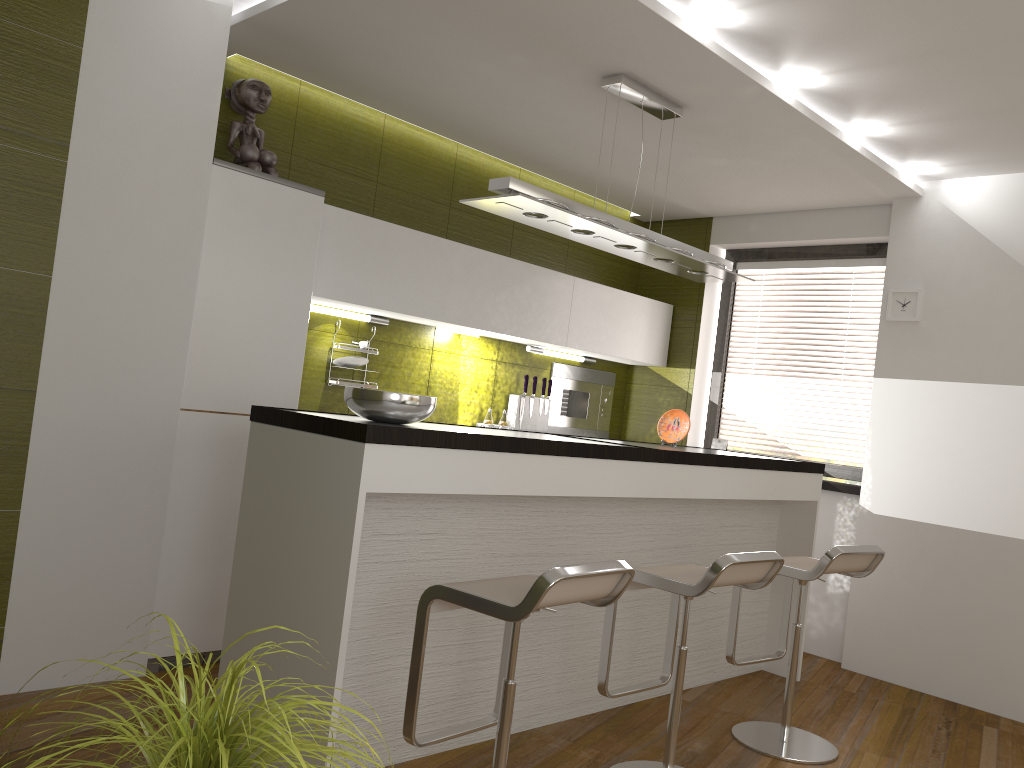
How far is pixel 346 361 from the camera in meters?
4.5 m

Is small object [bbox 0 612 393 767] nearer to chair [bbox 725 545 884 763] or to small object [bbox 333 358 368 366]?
chair [bbox 725 545 884 763]

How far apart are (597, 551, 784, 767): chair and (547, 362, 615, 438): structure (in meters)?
2.56

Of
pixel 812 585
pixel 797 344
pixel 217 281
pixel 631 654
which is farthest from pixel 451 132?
pixel 812 585

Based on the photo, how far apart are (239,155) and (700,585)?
2.7m

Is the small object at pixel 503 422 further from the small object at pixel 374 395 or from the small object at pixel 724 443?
the small object at pixel 374 395

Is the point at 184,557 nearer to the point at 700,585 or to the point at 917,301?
the point at 700,585

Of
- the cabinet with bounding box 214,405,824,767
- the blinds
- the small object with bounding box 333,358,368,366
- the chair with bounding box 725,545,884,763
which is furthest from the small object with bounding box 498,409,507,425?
the chair with bounding box 725,545,884,763

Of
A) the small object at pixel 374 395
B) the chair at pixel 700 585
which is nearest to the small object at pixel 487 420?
the chair at pixel 700 585

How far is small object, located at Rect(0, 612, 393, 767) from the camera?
1.1 meters
